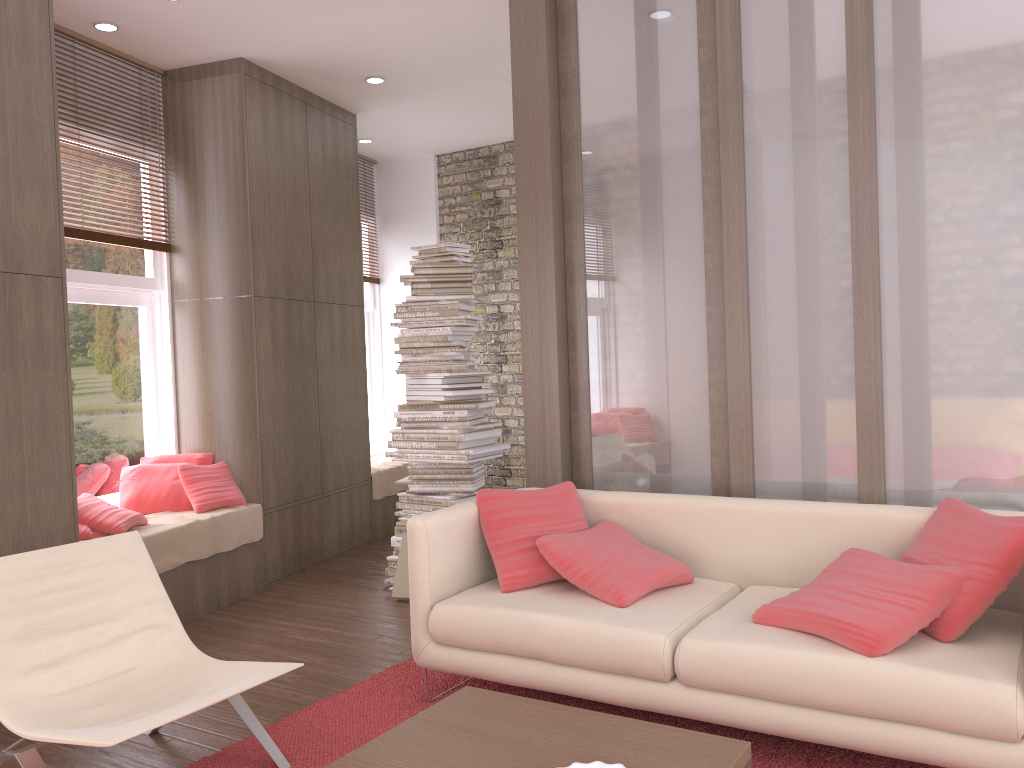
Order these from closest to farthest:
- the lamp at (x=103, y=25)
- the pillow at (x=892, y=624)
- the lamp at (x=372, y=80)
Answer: the pillow at (x=892, y=624) → the lamp at (x=103, y=25) → the lamp at (x=372, y=80)

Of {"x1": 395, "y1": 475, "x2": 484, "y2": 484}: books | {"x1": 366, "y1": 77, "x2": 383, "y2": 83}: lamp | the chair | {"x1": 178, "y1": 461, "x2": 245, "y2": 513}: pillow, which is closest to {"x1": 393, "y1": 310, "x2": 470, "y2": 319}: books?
{"x1": 395, "y1": 475, "x2": 484, "y2": 484}: books

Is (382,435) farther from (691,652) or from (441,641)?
(691,652)

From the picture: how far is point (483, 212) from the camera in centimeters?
782cm

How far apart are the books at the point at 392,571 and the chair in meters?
2.1

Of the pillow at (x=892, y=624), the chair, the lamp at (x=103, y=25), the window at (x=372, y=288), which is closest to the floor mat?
the chair

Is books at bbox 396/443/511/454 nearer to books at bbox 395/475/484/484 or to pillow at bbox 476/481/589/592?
books at bbox 395/475/484/484

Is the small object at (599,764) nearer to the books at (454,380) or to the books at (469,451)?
the books at (469,451)

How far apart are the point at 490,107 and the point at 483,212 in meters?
1.3

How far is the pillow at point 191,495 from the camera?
5.2m
